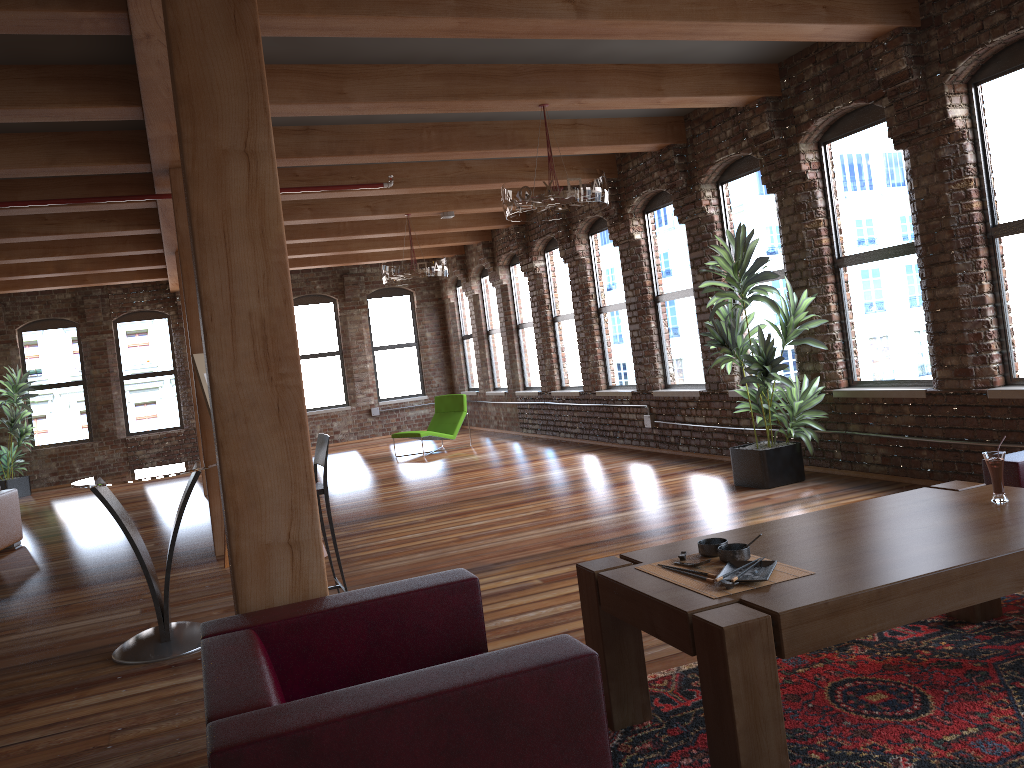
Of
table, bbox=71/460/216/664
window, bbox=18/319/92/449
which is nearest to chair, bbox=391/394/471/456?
window, bbox=18/319/92/449

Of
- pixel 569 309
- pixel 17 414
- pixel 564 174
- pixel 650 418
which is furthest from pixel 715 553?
pixel 17 414

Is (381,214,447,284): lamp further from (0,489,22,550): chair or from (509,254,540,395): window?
(0,489,22,550): chair

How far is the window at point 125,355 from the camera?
15.4m

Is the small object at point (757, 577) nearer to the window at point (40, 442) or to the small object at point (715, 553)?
the small object at point (715, 553)

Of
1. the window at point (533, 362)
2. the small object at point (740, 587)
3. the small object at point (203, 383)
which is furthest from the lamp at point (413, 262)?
the small object at point (740, 587)

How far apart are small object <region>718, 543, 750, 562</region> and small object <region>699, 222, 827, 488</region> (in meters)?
4.07

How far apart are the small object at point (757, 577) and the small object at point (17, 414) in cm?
1386

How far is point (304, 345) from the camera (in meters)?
16.51

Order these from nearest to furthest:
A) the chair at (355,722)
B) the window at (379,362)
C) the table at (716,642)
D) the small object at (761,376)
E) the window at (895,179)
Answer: the chair at (355,722)
the table at (716,642)
the window at (895,179)
the small object at (761,376)
the window at (379,362)
